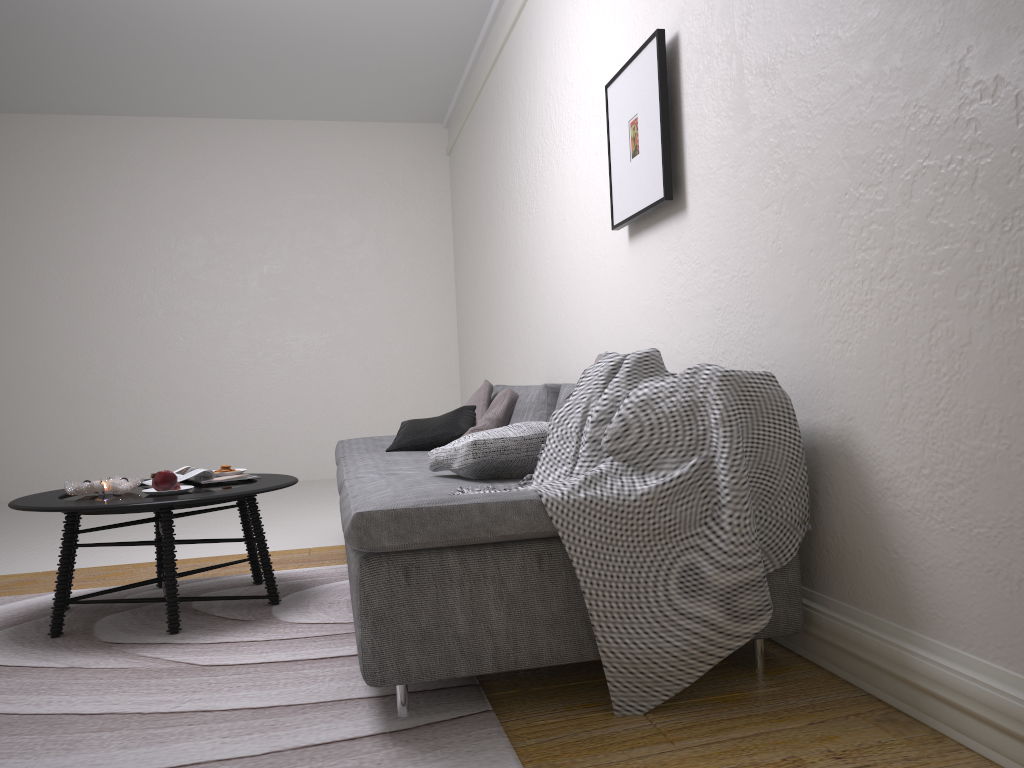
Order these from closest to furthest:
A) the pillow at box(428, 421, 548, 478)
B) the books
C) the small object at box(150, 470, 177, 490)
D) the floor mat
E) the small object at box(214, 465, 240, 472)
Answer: the floor mat → the pillow at box(428, 421, 548, 478) → the small object at box(150, 470, 177, 490) → the books → the small object at box(214, 465, 240, 472)

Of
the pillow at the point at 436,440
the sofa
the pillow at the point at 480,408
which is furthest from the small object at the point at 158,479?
the pillow at the point at 480,408

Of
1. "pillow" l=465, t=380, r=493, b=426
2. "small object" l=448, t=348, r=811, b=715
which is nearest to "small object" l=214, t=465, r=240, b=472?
"pillow" l=465, t=380, r=493, b=426

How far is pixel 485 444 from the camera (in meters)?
2.71

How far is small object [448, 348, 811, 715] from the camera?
1.95m

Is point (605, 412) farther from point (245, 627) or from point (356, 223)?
point (356, 223)

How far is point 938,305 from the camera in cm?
175

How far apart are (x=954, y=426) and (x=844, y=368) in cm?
39

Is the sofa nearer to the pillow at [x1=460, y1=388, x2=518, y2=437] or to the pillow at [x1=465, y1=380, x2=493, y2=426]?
the pillow at [x1=460, y1=388, x2=518, y2=437]

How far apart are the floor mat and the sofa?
0.0m
